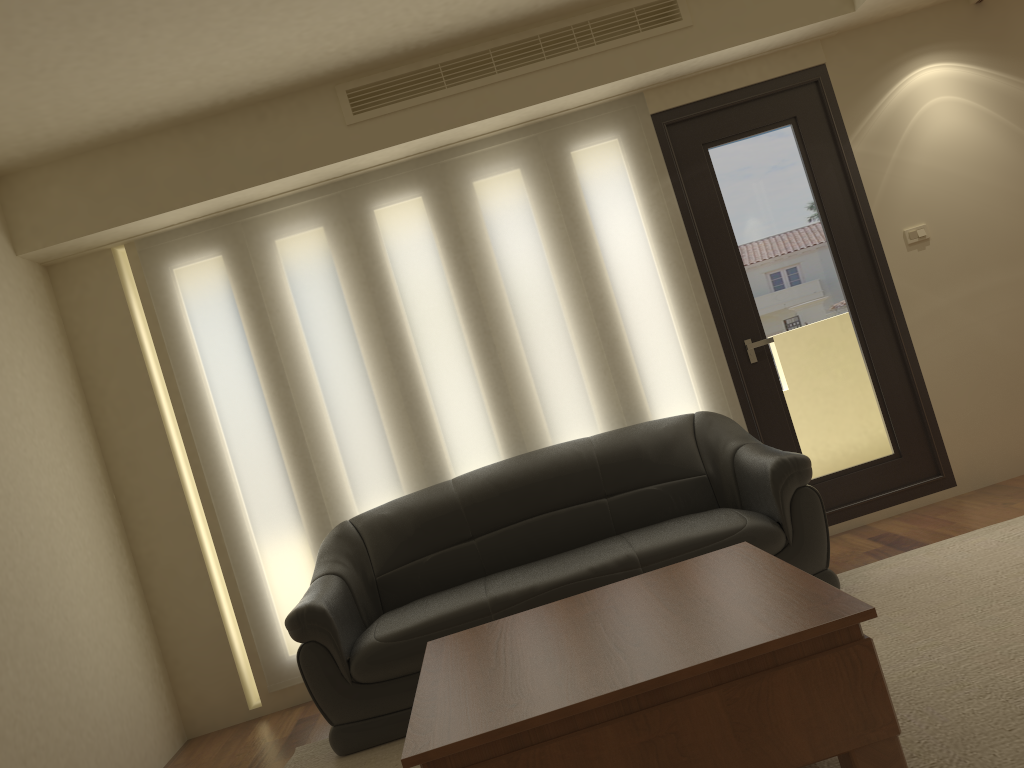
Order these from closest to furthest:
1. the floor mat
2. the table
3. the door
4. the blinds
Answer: the table
the floor mat
the blinds
the door

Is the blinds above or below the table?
above

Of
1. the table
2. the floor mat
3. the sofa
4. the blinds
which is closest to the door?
the blinds

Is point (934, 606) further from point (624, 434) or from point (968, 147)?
point (968, 147)

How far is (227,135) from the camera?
4.43m

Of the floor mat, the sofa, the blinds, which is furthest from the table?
the blinds

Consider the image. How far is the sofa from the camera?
3.6 meters

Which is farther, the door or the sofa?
the door

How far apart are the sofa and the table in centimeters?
57cm

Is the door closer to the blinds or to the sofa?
the blinds
